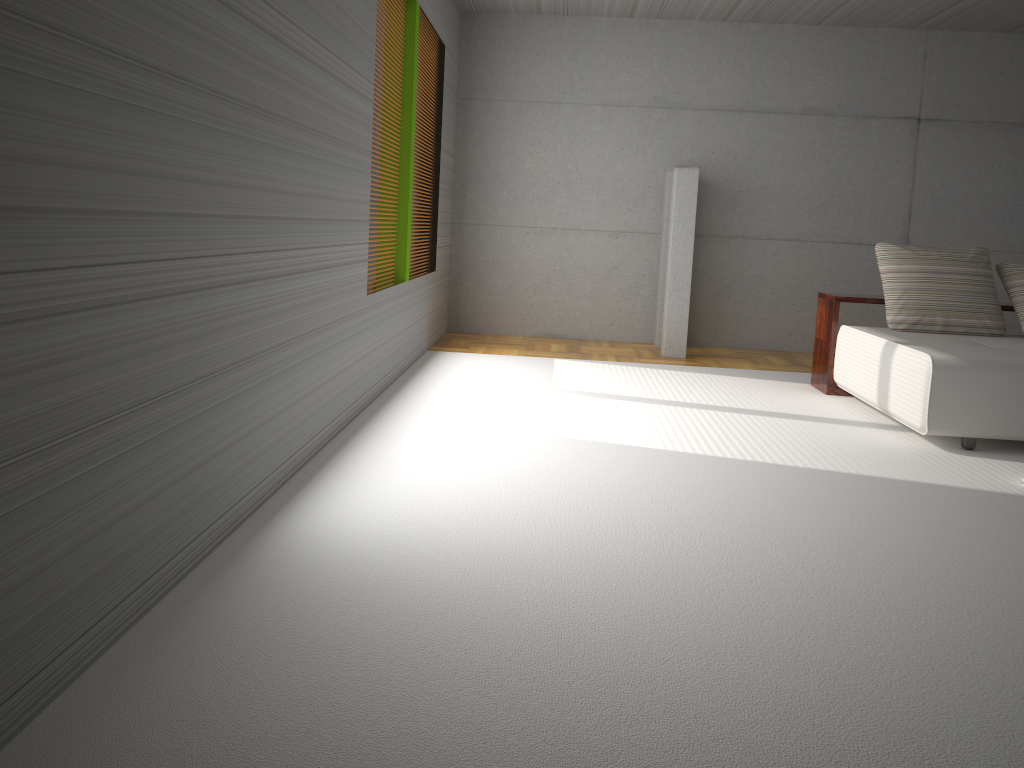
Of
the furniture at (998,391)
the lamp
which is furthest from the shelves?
the lamp

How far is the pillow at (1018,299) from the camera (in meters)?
6.03

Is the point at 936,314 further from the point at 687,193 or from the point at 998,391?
the point at 687,193

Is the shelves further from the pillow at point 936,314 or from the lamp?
the lamp

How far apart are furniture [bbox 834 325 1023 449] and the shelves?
0.1 meters

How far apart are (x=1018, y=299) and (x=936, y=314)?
0.62m

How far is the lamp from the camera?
7.6 meters

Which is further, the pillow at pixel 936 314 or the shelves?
the shelves

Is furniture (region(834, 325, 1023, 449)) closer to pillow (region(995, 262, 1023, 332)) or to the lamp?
pillow (region(995, 262, 1023, 332))

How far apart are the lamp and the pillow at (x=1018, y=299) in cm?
240
